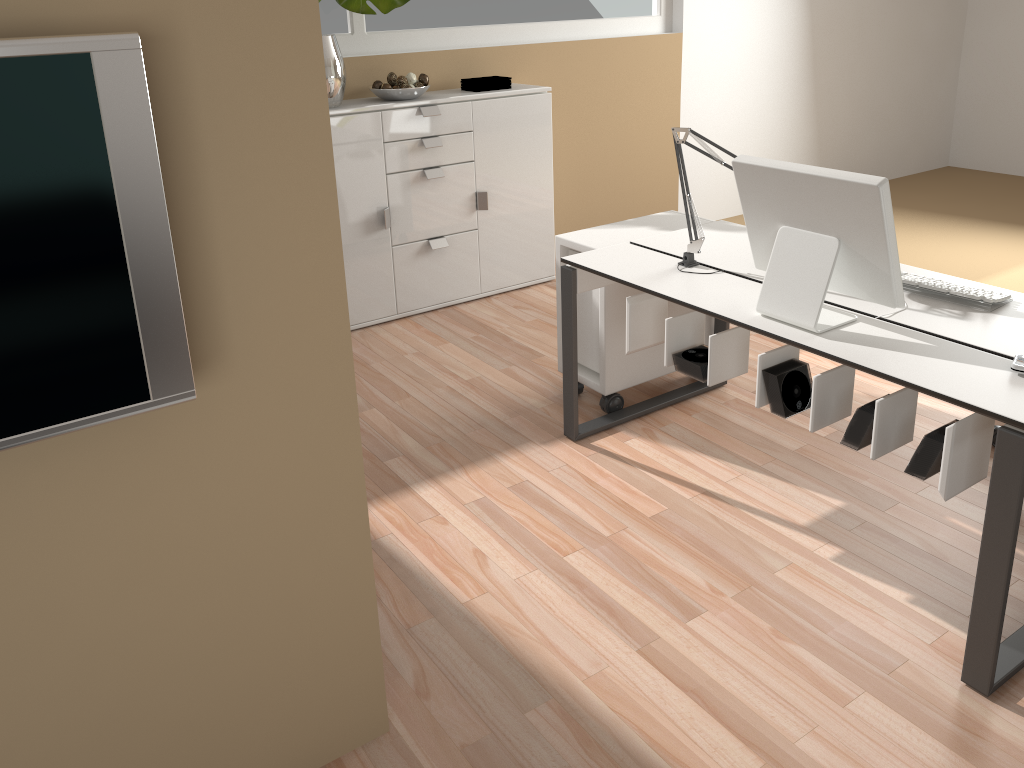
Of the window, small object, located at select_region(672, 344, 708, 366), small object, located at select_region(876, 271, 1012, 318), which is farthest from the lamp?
the window

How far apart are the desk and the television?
1.5 meters

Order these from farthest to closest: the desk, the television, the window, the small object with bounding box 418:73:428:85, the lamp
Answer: the window < the small object with bounding box 418:73:428:85 < the lamp < the desk < the television

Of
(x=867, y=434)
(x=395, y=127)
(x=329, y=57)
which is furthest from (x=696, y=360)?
(x=329, y=57)

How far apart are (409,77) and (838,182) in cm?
265

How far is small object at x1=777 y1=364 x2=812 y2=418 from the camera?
2.4m

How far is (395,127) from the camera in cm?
415

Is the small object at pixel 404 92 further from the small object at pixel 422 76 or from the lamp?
the lamp

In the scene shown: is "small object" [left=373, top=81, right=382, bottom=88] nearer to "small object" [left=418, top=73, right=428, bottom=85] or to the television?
"small object" [left=418, top=73, right=428, bottom=85]

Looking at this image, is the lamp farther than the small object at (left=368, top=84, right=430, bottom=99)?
No
